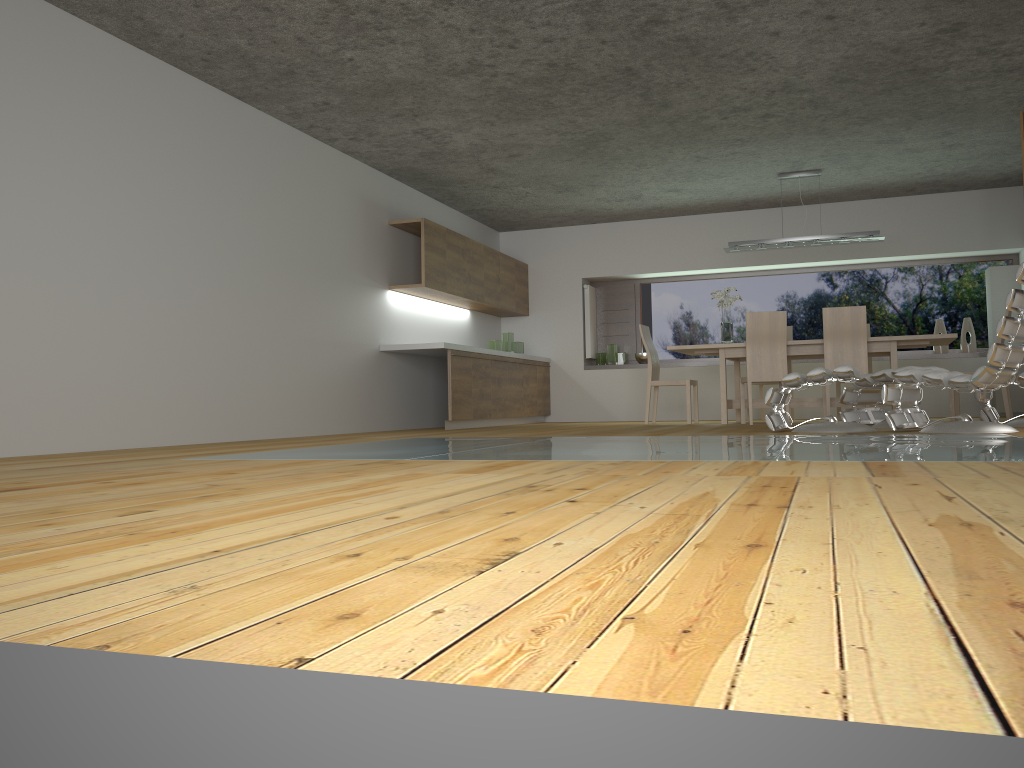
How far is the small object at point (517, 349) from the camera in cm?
1033

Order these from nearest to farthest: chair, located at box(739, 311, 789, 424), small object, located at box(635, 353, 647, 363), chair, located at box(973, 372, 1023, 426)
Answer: chair, located at box(973, 372, 1023, 426) < chair, located at box(739, 311, 789, 424) < small object, located at box(635, 353, 647, 363)

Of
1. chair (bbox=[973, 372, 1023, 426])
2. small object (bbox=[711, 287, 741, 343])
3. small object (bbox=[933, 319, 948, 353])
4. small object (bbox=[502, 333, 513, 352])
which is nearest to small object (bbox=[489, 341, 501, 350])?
small object (bbox=[502, 333, 513, 352])

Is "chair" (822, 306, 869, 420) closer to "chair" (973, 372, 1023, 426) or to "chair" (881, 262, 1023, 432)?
"chair" (973, 372, 1023, 426)

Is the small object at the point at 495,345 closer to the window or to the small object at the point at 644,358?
the small object at the point at 644,358

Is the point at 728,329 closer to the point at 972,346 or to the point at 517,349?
the point at 517,349

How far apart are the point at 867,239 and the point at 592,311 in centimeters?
362cm

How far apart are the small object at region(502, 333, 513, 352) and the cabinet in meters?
0.2 m

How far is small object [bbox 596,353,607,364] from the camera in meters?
11.0

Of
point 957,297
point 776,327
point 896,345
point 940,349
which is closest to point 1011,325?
point 896,345
